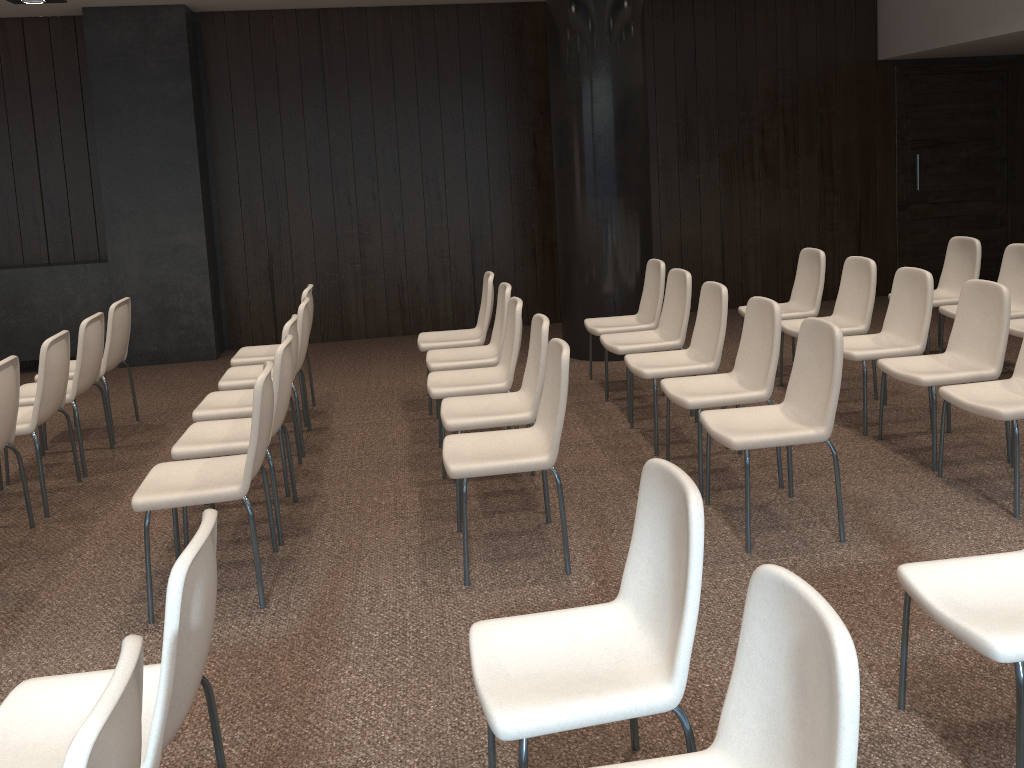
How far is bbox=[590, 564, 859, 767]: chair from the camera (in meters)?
1.46

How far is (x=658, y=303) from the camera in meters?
6.1 m

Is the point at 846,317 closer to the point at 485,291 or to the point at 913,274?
the point at 913,274

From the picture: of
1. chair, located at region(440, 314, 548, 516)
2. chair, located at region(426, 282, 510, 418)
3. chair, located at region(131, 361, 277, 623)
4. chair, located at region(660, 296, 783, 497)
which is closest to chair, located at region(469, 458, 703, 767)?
chair, located at region(131, 361, 277, 623)

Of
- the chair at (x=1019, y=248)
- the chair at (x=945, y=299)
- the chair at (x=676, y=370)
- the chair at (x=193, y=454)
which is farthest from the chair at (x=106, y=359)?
the chair at (x=945, y=299)

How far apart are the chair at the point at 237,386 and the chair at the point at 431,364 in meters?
0.8

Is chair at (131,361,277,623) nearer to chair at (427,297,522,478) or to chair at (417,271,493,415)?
chair at (427,297,522,478)

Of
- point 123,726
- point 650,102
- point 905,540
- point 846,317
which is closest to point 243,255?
point 650,102

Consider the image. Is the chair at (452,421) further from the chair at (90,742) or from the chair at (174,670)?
the chair at (90,742)

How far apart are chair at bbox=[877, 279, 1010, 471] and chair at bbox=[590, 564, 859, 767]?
3.1 meters
